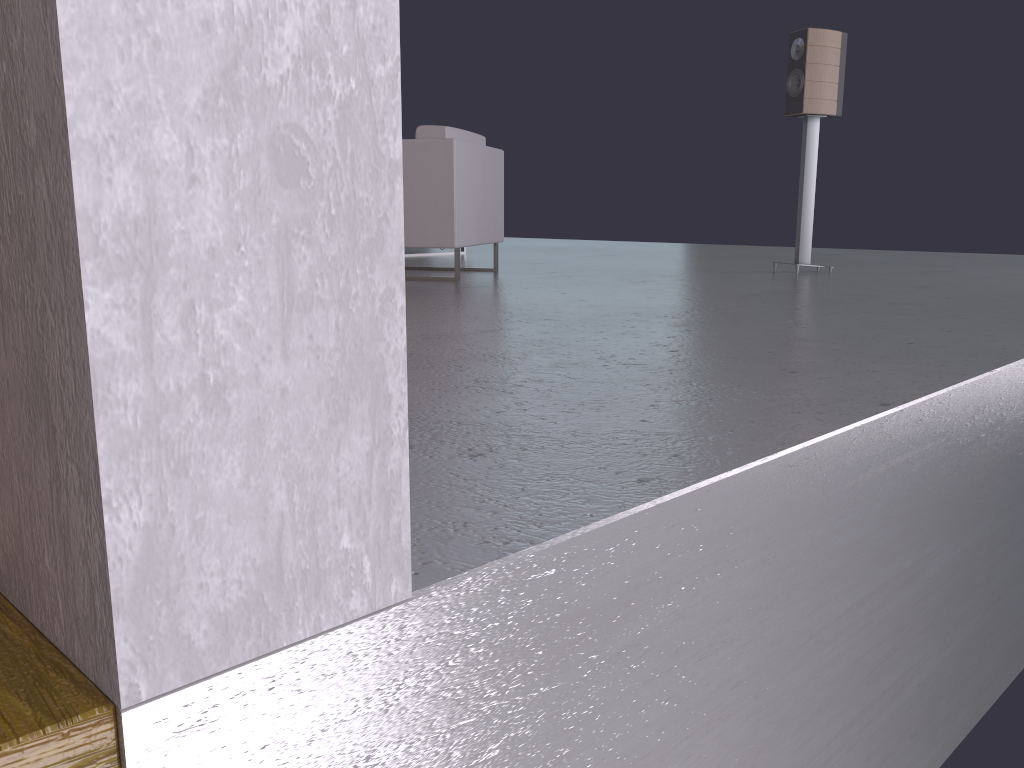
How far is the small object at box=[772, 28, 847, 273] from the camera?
4.97m

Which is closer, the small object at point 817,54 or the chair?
the chair

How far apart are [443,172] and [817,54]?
2.3m

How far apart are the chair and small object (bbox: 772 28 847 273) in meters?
1.7 m

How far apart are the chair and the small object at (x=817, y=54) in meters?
1.7

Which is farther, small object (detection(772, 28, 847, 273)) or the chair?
small object (detection(772, 28, 847, 273))

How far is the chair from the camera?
4.49m

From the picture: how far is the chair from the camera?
4.5 meters
